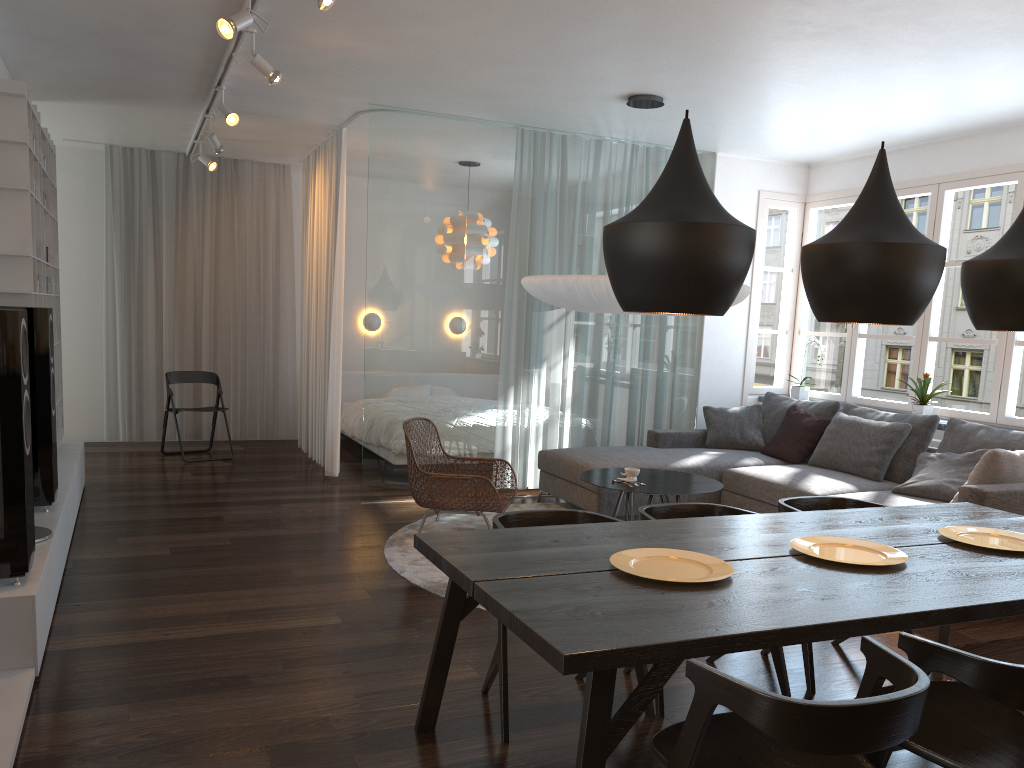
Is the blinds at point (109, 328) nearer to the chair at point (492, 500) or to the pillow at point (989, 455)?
the chair at point (492, 500)

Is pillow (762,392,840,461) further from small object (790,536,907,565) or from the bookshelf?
the bookshelf

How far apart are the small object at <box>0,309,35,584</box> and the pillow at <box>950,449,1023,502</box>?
4.4 meters

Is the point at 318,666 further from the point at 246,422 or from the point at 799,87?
the point at 246,422

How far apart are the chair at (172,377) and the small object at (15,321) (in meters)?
4.60

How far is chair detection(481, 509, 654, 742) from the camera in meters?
2.9 m

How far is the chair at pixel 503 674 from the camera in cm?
→ 288

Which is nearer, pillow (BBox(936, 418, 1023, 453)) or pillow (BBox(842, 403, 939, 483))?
pillow (BBox(936, 418, 1023, 453))

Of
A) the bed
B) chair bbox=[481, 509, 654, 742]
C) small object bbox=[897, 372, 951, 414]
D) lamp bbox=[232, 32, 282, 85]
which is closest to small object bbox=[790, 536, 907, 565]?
chair bbox=[481, 509, 654, 742]

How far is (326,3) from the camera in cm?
344
